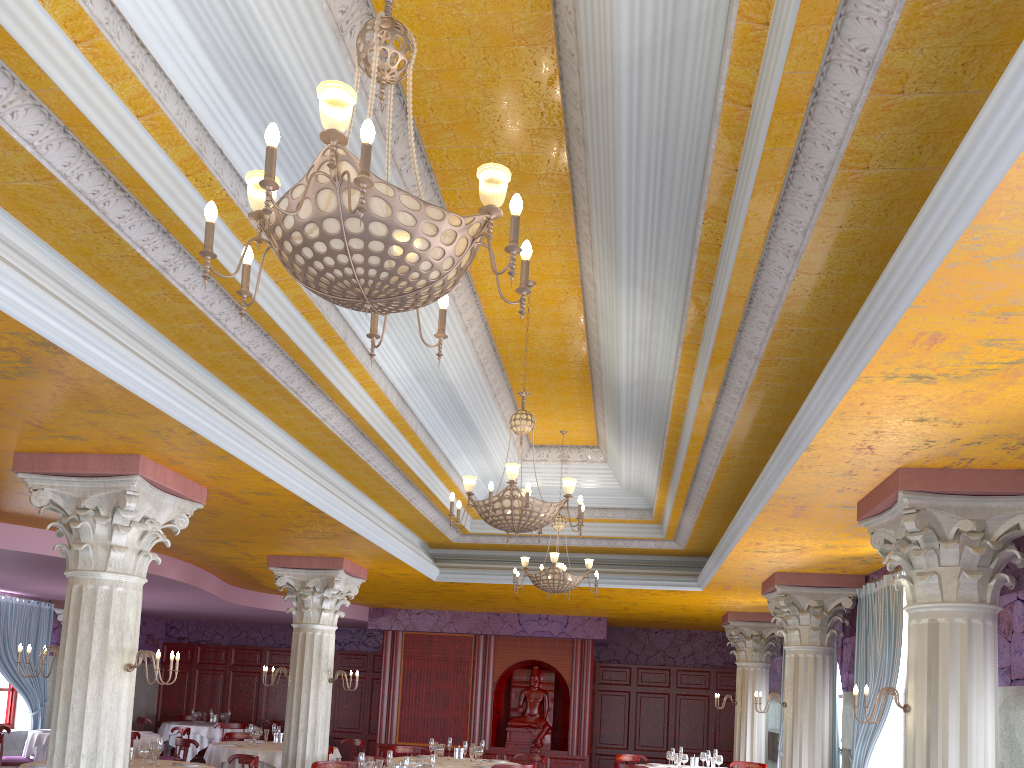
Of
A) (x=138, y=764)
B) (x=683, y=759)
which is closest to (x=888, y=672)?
(x=683, y=759)

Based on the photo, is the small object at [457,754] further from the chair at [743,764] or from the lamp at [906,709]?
the lamp at [906,709]

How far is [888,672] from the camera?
8.54m

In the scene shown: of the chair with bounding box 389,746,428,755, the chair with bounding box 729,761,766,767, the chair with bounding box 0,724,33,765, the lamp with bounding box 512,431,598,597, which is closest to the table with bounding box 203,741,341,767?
the chair with bounding box 389,746,428,755

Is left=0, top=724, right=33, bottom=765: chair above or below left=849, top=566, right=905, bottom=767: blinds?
below

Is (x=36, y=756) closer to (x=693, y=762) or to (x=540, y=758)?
(x=540, y=758)

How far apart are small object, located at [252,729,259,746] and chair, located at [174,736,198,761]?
1.0m

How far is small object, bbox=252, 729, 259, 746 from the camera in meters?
12.6 m

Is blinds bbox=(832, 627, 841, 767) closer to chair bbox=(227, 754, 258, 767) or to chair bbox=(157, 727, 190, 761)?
chair bbox=(227, 754, 258, 767)

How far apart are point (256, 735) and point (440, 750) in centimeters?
314cm
